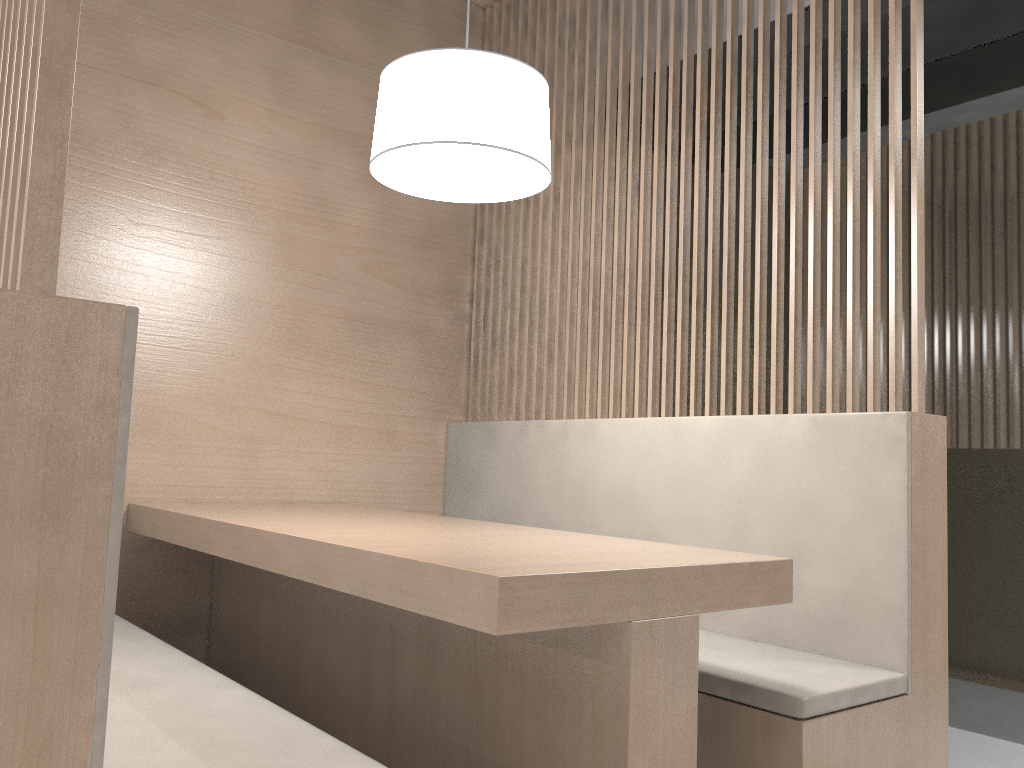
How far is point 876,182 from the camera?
1.3 meters

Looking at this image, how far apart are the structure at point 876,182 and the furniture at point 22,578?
0.9m

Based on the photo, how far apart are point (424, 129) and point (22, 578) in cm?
75

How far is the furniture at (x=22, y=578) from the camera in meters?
0.5

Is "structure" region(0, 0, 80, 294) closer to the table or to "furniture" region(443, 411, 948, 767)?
the table

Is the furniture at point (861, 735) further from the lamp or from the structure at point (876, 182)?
the lamp

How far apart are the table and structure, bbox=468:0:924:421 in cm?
38

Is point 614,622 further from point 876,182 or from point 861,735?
point 876,182

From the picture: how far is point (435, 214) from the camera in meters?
2.0 m

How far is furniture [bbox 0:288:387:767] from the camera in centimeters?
53cm
